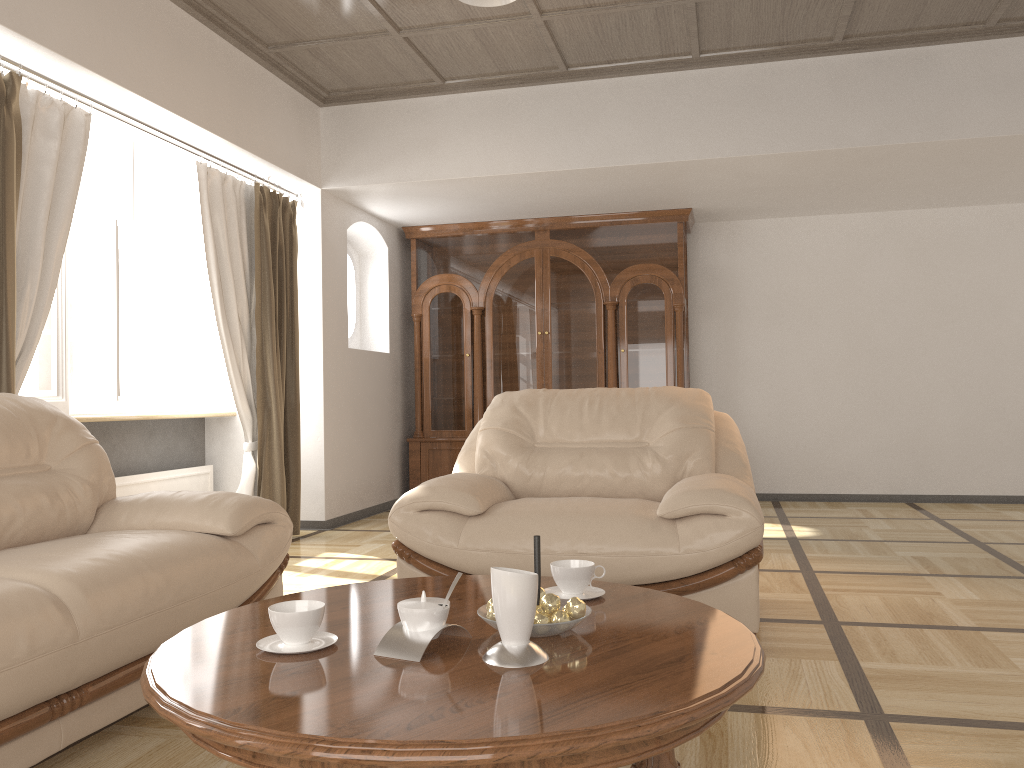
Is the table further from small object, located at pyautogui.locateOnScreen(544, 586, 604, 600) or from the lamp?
the lamp

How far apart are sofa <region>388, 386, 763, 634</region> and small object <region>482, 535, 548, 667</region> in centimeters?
138cm

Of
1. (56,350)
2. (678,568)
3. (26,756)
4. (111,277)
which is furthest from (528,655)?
(111,277)

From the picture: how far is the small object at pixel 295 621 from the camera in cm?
162

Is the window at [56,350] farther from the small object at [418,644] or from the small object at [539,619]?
the small object at [539,619]

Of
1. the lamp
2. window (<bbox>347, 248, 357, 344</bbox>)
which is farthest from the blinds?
the lamp

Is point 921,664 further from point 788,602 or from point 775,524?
point 775,524

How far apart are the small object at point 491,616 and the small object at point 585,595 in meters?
0.3 m

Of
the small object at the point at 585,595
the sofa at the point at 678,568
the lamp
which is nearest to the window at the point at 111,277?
the sofa at the point at 678,568

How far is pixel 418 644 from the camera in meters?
1.6 m
